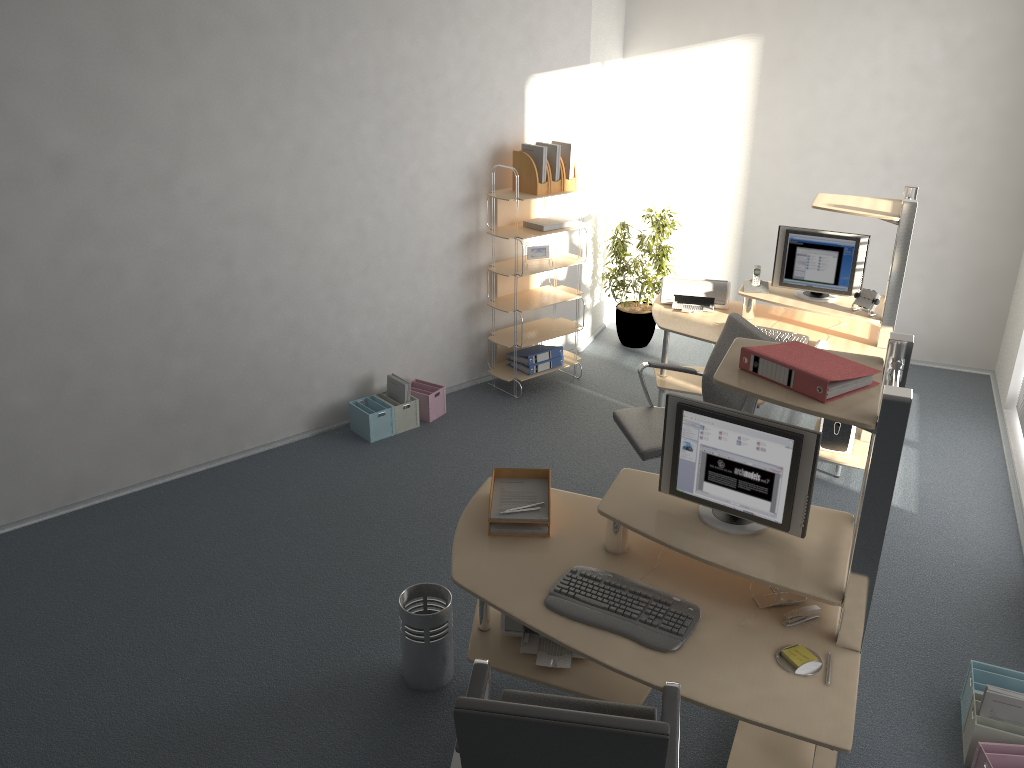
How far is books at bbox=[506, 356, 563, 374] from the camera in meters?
6.2 m

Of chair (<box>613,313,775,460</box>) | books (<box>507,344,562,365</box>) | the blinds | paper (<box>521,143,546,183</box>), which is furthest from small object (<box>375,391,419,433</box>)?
the blinds

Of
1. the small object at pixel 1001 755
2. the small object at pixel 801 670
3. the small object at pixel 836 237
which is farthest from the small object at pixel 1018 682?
the small object at pixel 836 237

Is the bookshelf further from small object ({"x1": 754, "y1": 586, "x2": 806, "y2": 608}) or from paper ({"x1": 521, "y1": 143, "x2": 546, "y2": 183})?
small object ({"x1": 754, "y1": 586, "x2": 806, "y2": 608})

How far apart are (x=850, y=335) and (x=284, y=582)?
3.5m

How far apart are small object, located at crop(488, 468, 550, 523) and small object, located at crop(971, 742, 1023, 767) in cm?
176

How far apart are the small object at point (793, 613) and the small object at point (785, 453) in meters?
0.2

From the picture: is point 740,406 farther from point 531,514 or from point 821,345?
point 531,514

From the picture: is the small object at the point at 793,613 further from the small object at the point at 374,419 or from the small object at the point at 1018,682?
the small object at the point at 374,419

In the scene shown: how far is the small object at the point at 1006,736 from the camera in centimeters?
309cm
